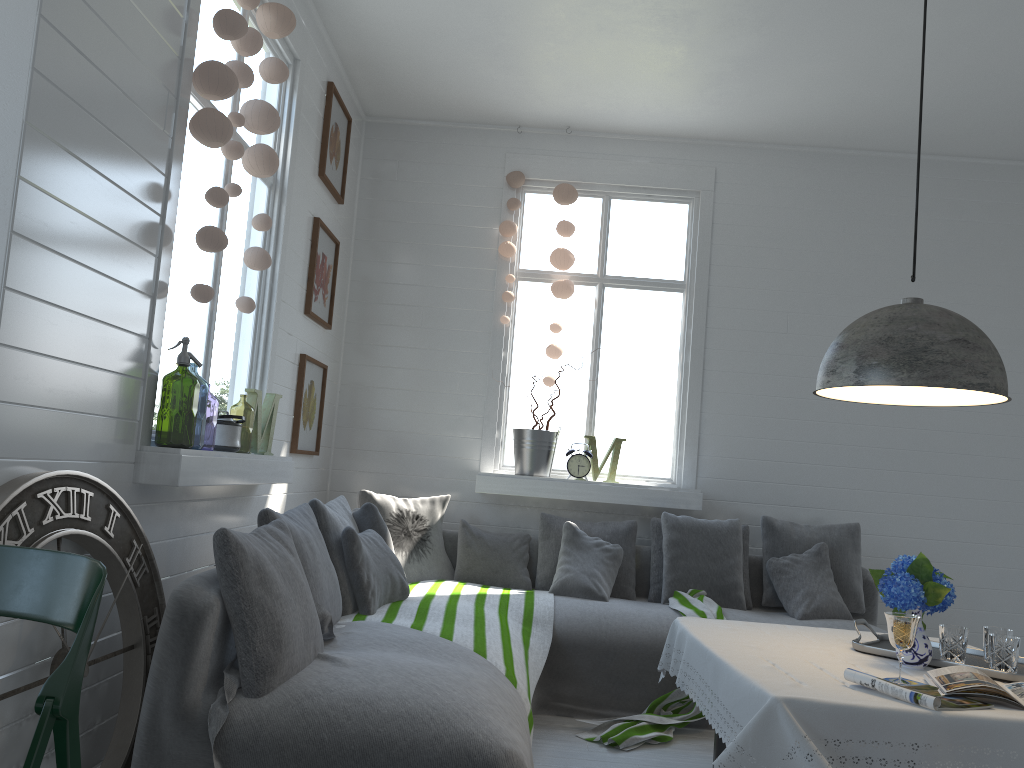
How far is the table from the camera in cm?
220

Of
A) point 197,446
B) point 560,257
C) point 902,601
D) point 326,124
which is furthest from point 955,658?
point 197,446

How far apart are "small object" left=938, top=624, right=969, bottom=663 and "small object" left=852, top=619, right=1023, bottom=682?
0.0 meters

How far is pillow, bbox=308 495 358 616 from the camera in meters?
4.1

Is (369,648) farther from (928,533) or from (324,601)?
(928,533)

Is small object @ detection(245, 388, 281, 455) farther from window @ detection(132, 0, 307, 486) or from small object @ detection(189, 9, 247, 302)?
small object @ detection(189, 9, 247, 302)

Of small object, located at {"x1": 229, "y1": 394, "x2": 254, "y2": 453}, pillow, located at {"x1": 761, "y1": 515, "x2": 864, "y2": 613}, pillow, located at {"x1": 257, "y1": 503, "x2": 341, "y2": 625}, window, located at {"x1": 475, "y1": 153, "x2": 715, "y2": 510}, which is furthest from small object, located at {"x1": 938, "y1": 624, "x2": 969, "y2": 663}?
small object, located at {"x1": 229, "y1": 394, "x2": 254, "y2": 453}

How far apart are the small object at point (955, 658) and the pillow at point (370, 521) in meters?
2.6

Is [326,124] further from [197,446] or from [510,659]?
[197,446]

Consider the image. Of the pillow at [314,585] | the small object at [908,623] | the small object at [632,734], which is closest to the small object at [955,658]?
the small object at [908,623]
